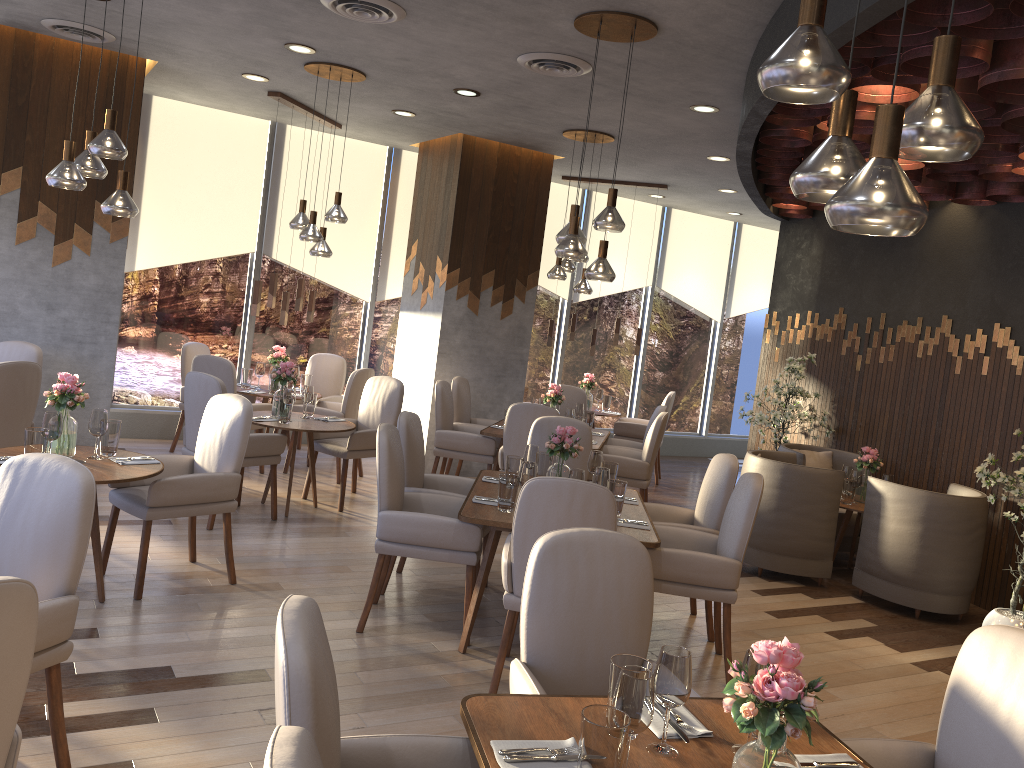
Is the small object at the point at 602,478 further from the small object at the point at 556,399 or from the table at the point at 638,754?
the small object at the point at 556,399

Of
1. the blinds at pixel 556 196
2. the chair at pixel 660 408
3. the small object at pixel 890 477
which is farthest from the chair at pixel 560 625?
the blinds at pixel 556 196

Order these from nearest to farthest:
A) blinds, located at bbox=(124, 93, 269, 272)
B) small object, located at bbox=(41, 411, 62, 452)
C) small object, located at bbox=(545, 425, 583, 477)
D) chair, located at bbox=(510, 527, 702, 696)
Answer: chair, located at bbox=(510, 527, 702, 696), small object, located at bbox=(41, 411, 62, 452), small object, located at bbox=(545, 425, 583, 477), blinds, located at bbox=(124, 93, 269, 272)

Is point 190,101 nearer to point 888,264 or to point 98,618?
point 98,618

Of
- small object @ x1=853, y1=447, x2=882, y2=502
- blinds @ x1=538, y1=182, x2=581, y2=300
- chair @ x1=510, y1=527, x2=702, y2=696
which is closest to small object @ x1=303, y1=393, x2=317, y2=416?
small object @ x1=853, y1=447, x2=882, y2=502

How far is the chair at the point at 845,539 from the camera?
7.10m

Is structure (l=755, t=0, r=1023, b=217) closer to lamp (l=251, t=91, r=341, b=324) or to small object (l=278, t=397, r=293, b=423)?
small object (l=278, t=397, r=293, b=423)

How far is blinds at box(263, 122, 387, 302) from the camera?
8.8m

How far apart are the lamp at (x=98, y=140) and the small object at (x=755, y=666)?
3.5 meters

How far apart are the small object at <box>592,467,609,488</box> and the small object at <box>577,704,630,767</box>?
2.6 meters
